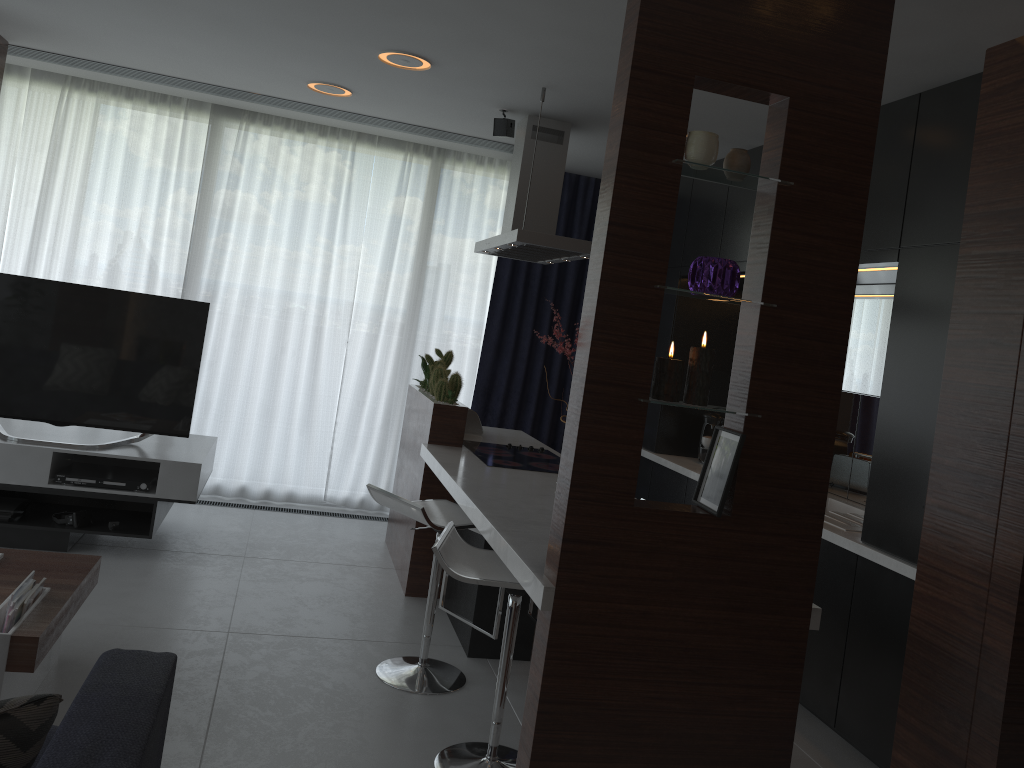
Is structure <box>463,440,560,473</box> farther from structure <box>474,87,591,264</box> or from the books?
the books

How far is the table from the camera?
2.5m

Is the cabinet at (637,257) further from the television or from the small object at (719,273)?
the television

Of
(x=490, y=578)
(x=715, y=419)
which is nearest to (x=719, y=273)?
(x=490, y=578)

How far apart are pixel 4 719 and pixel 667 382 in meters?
1.6 m

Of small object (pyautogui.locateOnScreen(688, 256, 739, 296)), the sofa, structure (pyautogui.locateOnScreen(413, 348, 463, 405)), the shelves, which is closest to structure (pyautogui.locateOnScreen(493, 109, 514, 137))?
structure (pyautogui.locateOnScreen(413, 348, 463, 405))

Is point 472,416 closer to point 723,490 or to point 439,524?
point 439,524

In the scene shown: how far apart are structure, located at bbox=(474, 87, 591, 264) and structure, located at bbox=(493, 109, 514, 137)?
0.1 meters

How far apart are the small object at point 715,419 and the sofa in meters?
3.7

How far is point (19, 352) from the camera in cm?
435
